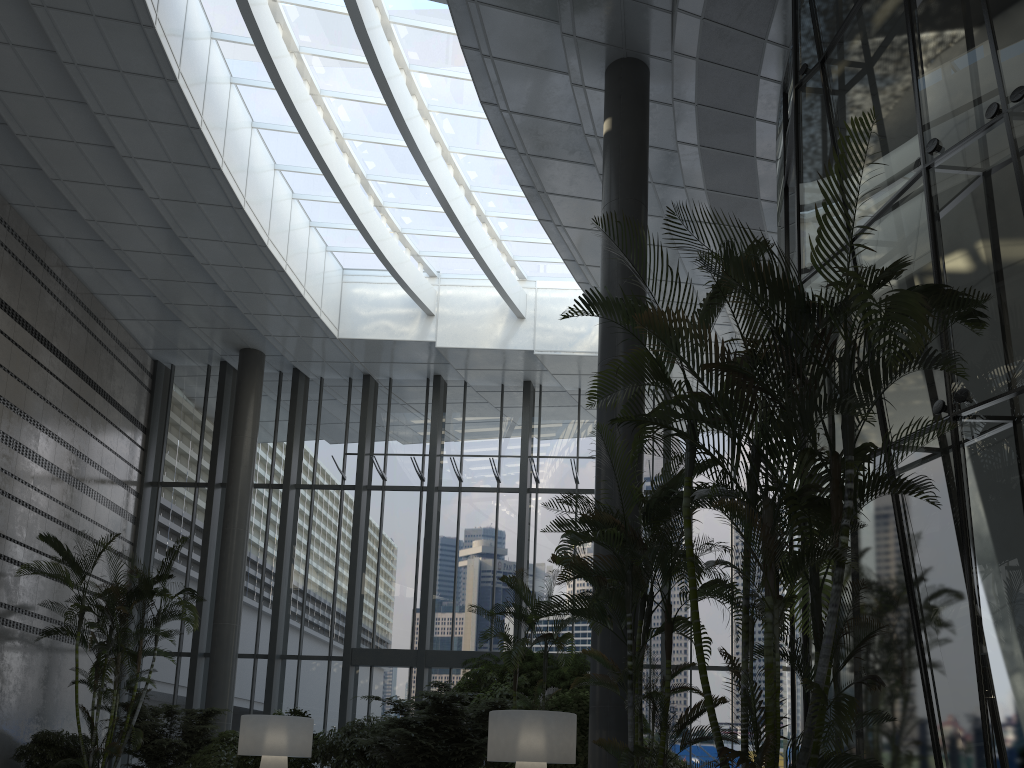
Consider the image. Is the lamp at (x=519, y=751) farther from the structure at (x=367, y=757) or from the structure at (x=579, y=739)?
the structure at (x=367, y=757)

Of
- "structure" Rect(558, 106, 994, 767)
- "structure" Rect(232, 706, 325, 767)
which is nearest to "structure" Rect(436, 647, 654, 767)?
"structure" Rect(232, 706, 325, 767)

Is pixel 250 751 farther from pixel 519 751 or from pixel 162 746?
pixel 162 746

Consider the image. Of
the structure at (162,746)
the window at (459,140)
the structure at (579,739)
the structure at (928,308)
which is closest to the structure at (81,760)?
the structure at (162,746)

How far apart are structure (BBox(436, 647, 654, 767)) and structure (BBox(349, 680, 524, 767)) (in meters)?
0.15

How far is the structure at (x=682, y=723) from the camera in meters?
5.6

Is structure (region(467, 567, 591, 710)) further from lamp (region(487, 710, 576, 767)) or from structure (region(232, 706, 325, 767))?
structure (region(232, 706, 325, 767))

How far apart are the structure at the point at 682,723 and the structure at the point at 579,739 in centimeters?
206cm

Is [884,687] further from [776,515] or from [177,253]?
[177,253]

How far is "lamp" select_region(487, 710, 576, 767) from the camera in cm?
690
